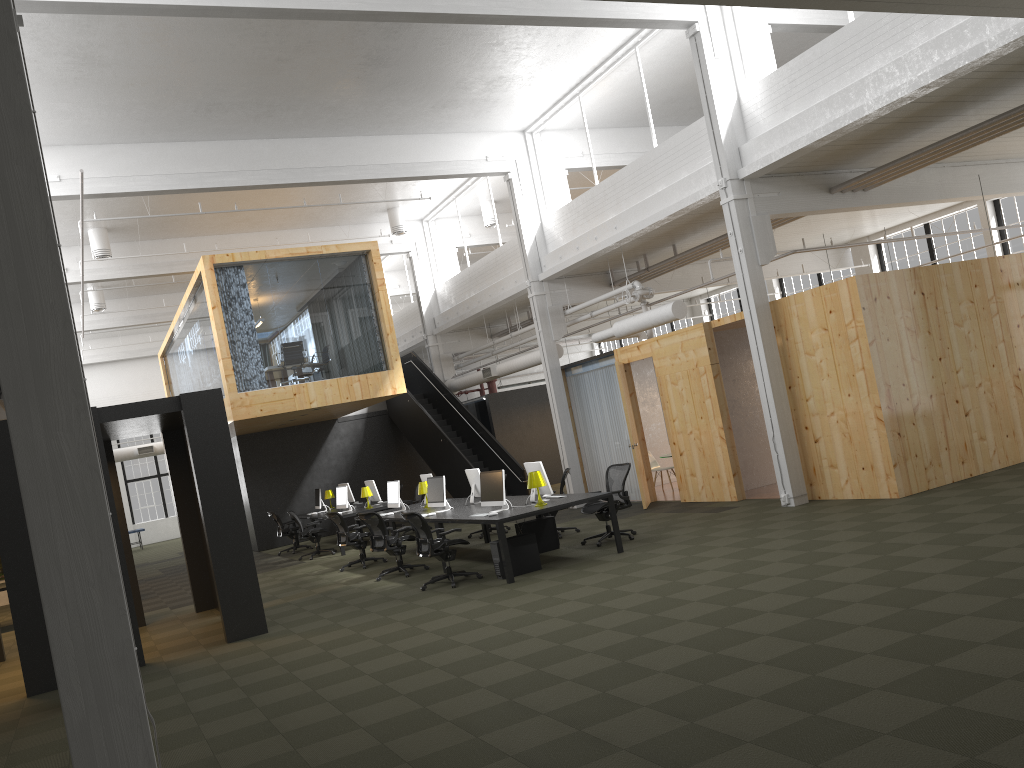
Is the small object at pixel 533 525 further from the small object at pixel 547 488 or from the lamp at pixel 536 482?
the lamp at pixel 536 482

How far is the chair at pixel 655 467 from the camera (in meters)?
17.59

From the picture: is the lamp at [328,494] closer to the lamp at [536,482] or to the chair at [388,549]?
the chair at [388,549]

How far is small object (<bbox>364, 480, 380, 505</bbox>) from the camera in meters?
17.9

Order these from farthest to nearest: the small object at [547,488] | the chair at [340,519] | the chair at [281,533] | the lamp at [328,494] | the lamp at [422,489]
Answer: the lamp at [328,494] → the chair at [281,533] → the lamp at [422,489] → the chair at [340,519] → the small object at [547,488]

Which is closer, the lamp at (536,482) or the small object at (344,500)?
the lamp at (536,482)

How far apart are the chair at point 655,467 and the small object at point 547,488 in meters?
6.4

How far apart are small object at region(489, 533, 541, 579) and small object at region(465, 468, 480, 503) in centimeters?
255cm

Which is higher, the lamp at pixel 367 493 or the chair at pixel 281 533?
the lamp at pixel 367 493

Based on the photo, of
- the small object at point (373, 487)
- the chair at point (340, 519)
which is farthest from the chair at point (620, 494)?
the small object at point (373, 487)
